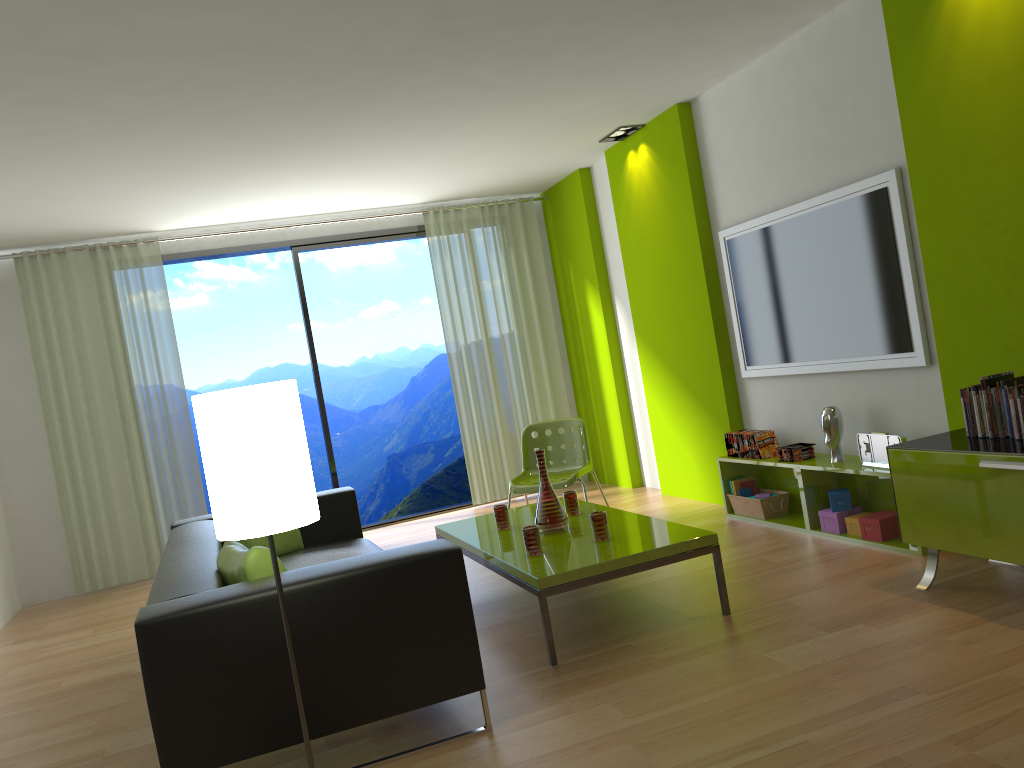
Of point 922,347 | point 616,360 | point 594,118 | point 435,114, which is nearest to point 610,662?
point 922,347

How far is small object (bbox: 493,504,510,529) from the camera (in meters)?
4.55

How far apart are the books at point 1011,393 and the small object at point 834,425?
1.3m

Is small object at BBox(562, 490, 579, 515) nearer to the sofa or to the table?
the table

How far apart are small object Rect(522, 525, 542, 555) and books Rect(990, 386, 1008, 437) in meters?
1.9

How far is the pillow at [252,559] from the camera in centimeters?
293cm

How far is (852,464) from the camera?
4.5m

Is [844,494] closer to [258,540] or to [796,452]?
[796,452]

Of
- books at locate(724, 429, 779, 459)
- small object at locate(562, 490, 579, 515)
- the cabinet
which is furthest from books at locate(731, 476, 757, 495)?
the cabinet

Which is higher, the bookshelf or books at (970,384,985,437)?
books at (970,384,985,437)
